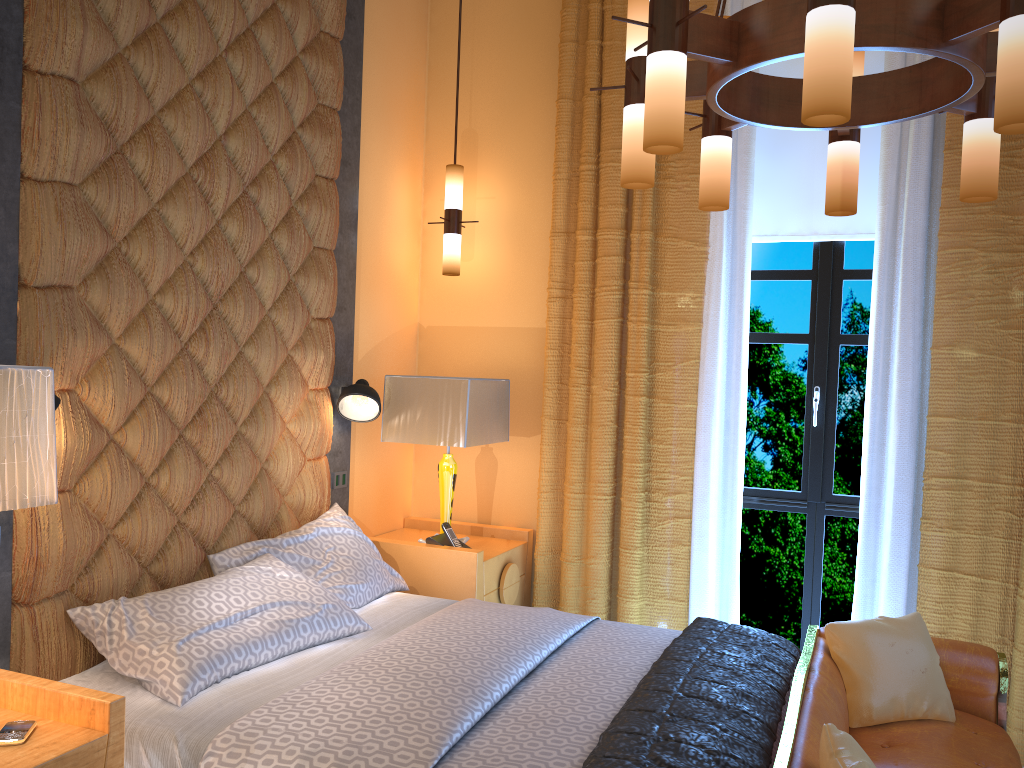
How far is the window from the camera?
4.12m

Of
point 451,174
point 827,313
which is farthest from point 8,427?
point 827,313

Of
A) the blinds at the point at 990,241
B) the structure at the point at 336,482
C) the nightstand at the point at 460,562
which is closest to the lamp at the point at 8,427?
the structure at the point at 336,482

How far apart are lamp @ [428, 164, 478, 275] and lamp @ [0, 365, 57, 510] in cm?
255

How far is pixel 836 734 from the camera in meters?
2.0 m

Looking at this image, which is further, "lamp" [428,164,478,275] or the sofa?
"lamp" [428,164,478,275]

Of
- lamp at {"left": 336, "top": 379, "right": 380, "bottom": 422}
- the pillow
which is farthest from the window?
lamp at {"left": 336, "top": 379, "right": 380, "bottom": 422}

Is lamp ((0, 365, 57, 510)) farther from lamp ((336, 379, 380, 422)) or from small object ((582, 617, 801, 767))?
lamp ((336, 379, 380, 422))

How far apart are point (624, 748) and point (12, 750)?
1.31m

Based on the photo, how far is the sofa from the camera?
2.23m
